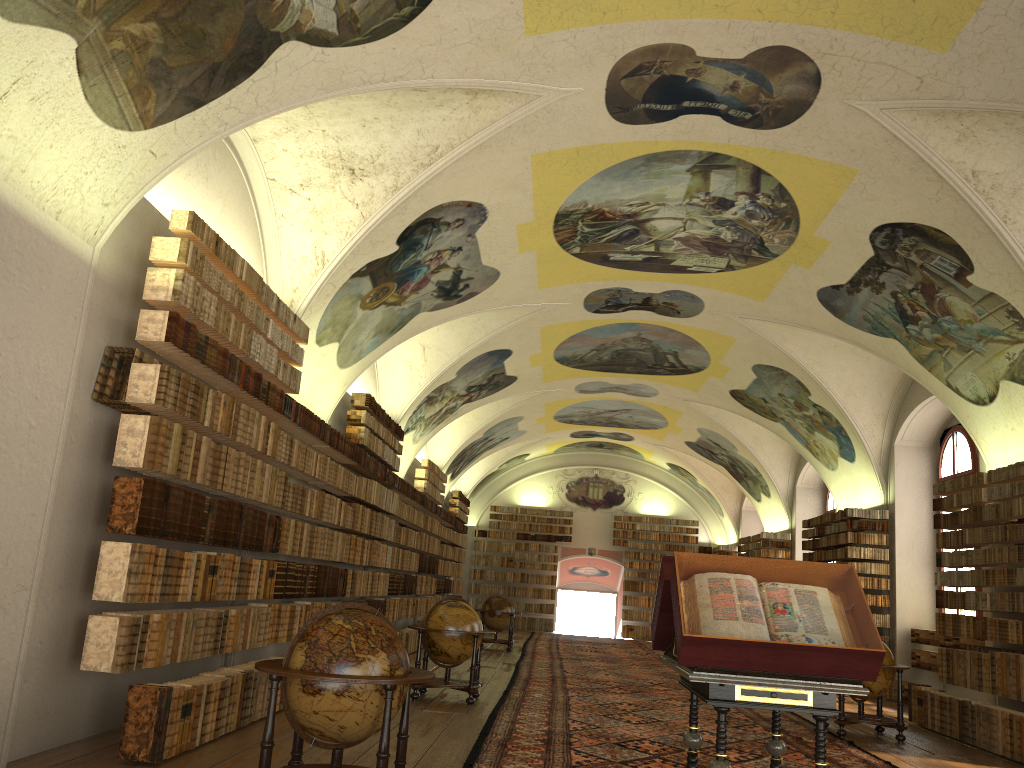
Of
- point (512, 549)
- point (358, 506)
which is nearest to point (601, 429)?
point (512, 549)

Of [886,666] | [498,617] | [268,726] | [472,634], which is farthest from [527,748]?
[498,617]

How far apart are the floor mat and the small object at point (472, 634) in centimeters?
39cm

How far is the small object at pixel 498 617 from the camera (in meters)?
23.04

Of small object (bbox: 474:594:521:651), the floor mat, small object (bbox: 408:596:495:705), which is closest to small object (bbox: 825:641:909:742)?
the floor mat

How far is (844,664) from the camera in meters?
5.5 m

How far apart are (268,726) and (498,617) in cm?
1763

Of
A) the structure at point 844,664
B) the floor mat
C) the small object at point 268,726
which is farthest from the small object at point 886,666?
the small object at point 268,726

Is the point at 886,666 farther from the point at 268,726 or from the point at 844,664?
the point at 268,726

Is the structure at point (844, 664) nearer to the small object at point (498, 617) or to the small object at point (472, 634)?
the small object at point (472, 634)
